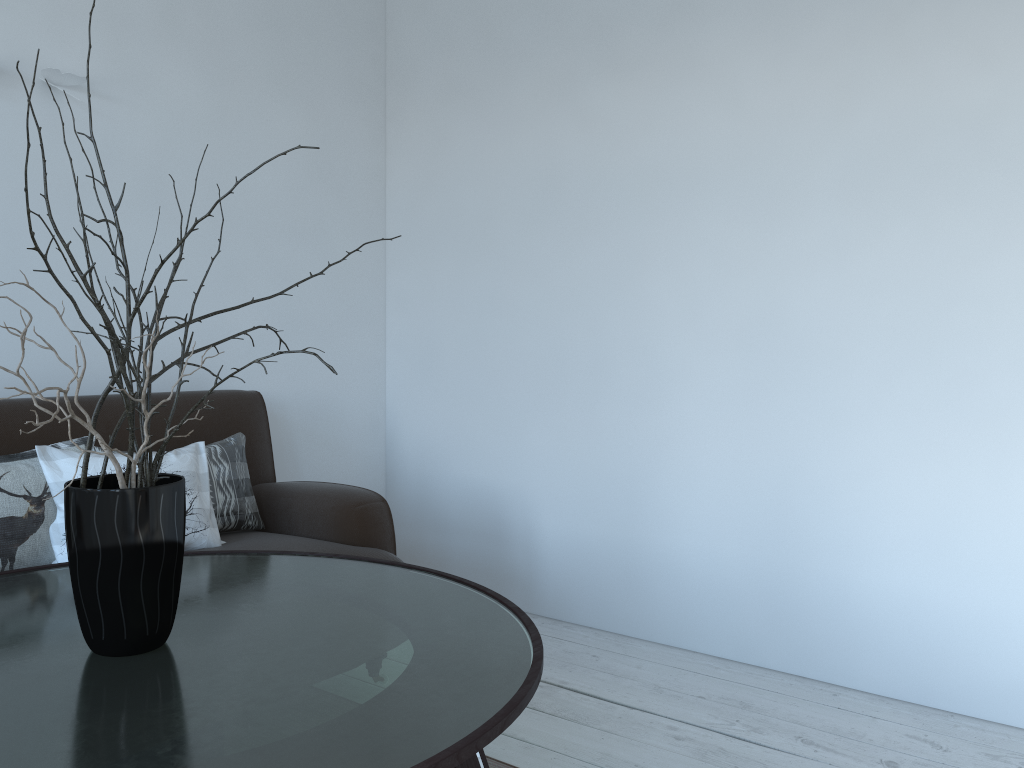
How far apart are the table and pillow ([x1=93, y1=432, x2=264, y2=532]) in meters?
0.4

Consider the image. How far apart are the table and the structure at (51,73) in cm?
145

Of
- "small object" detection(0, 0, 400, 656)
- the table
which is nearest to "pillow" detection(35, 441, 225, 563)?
the table

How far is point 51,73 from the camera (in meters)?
2.52

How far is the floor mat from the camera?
2.1m

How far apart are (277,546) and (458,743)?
1.4 meters

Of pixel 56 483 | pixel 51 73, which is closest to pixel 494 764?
pixel 56 483

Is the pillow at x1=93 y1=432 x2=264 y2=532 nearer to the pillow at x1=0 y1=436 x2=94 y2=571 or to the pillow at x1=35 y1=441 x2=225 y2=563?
the pillow at x1=35 y1=441 x2=225 y2=563

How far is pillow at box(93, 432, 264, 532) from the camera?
2.5 meters

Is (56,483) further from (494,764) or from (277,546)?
(494,764)
